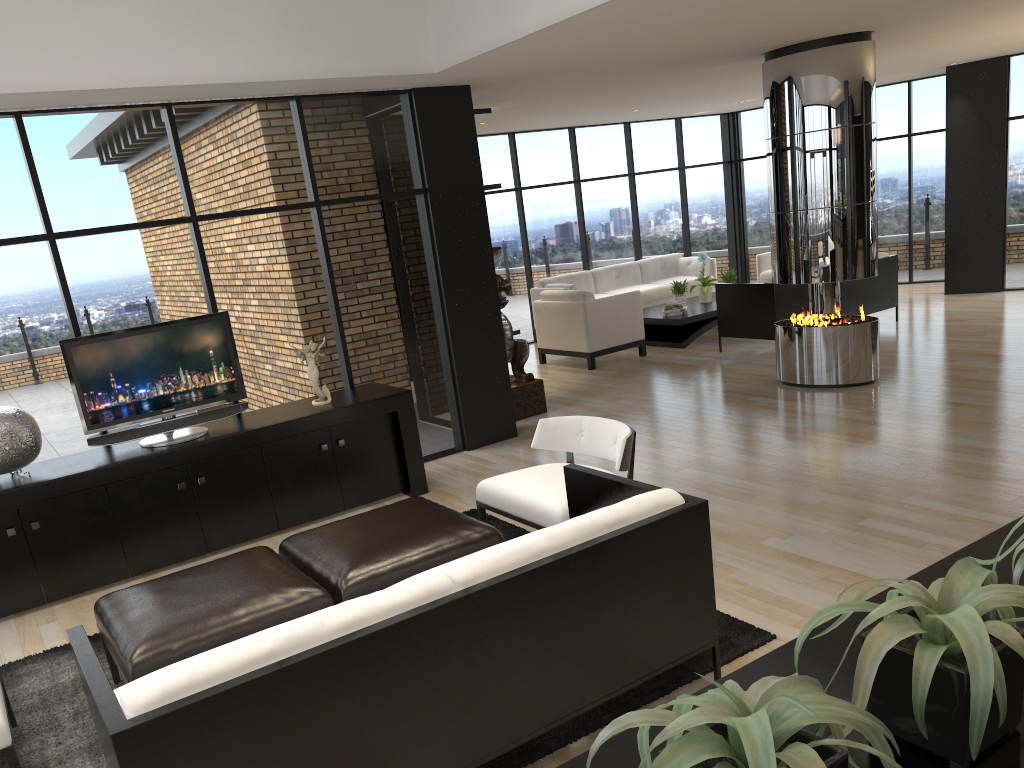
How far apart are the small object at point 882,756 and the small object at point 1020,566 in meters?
0.5 m

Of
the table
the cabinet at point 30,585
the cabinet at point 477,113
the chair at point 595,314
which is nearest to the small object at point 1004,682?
the cabinet at point 30,585

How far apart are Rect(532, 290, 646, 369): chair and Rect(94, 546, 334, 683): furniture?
6.06m

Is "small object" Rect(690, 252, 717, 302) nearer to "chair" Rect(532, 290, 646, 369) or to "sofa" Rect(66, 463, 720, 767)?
"chair" Rect(532, 290, 646, 369)

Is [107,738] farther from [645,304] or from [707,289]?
[645,304]

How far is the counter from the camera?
1.1m

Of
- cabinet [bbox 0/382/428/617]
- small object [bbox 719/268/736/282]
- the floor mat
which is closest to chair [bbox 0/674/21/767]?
the floor mat

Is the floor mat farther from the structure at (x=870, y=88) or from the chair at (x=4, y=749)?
the structure at (x=870, y=88)

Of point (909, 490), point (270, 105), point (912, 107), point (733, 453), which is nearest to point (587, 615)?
point (909, 490)

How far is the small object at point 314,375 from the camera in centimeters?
587cm
